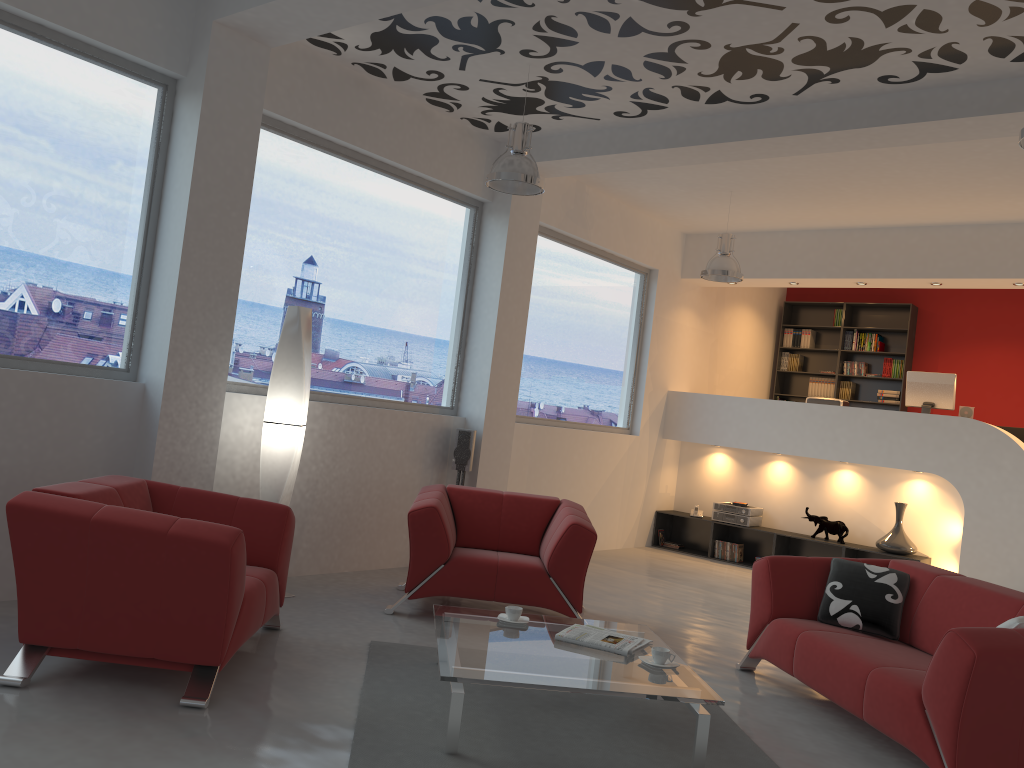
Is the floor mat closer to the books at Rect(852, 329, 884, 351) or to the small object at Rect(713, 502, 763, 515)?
the small object at Rect(713, 502, 763, 515)

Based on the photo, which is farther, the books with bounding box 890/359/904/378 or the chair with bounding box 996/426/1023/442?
the books with bounding box 890/359/904/378

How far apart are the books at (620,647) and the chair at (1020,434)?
7.40m

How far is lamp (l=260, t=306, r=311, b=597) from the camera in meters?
5.4 m

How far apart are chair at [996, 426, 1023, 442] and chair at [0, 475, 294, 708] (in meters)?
8.33

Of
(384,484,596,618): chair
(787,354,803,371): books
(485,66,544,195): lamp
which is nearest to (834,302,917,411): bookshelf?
(787,354,803,371): books

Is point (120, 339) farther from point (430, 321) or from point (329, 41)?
point (430, 321)

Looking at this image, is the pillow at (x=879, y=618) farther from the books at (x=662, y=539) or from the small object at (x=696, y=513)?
the books at (x=662, y=539)

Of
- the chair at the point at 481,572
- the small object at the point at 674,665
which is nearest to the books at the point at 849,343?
the chair at the point at 481,572

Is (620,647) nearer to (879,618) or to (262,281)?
(879,618)
